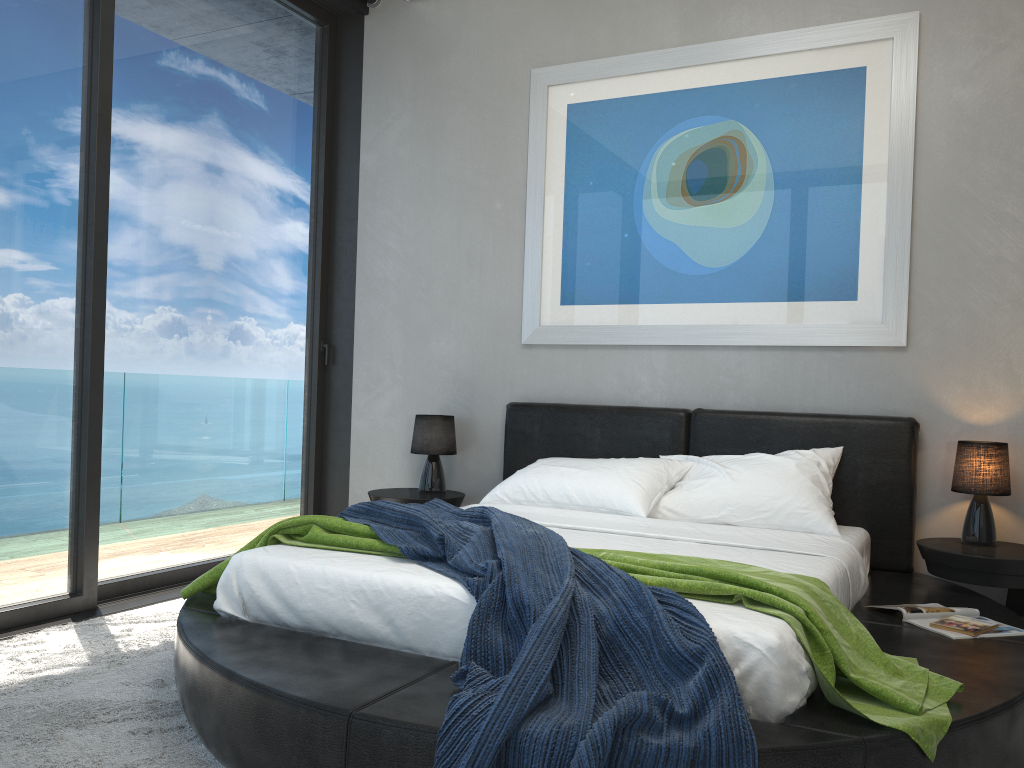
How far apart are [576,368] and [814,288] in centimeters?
118cm

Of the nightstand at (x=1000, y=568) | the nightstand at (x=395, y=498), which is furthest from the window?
the nightstand at (x=1000, y=568)

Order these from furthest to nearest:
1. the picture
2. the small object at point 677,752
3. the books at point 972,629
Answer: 1. the picture
2. the books at point 972,629
3. the small object at point 677,752

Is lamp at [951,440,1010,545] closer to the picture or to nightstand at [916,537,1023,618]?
nightstand at [916,537,1023,618]

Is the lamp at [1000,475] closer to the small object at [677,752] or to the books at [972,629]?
the books at [972,629]

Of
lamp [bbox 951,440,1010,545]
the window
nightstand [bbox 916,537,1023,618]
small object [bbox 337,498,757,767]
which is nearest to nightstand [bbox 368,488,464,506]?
the window

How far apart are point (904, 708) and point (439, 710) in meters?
1.0 m

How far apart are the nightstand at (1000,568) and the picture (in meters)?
0.84

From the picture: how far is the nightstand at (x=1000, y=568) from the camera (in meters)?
3.15

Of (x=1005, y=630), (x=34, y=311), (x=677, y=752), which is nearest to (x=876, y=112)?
(x=1005, y=630)
